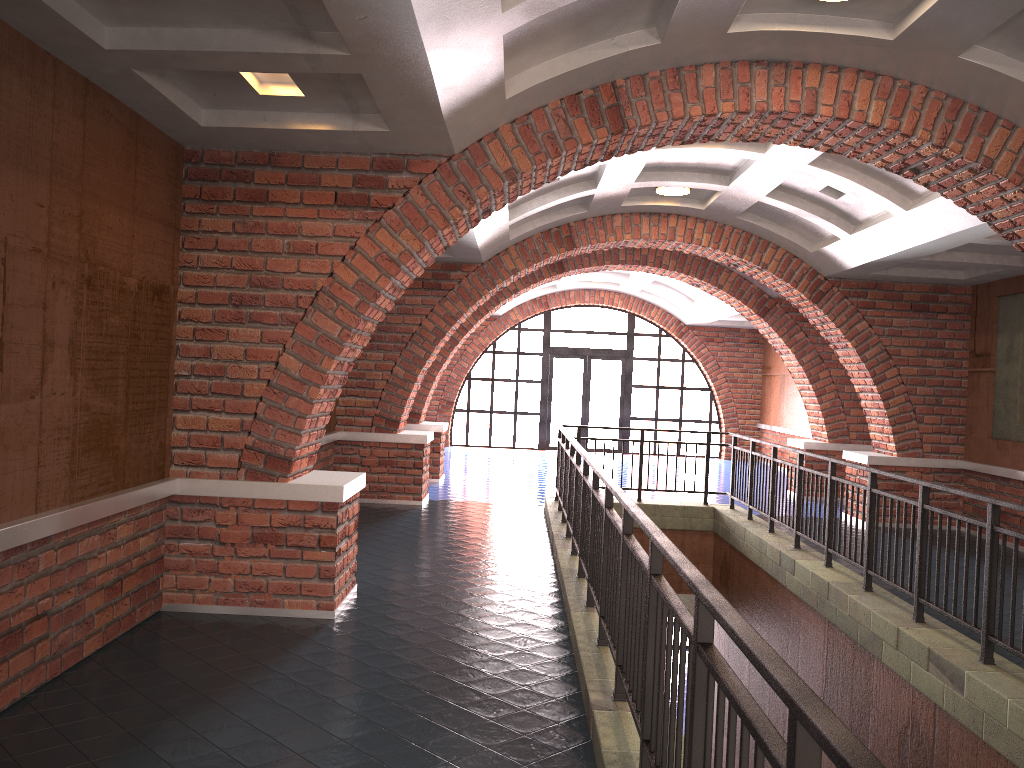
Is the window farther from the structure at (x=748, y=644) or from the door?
the structure at (x=748, y=644)

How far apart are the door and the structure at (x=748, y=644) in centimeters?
939cm

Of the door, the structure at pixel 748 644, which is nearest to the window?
the door

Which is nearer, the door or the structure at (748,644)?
the structure at (748,644)

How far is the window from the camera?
20.4m

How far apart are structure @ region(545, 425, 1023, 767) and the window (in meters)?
9.39

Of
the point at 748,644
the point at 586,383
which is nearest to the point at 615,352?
the point at 586,383

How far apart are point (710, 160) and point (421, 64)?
5.2m

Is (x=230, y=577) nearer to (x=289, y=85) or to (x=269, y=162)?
(x=269, y=162)

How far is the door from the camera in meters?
20.5 m
